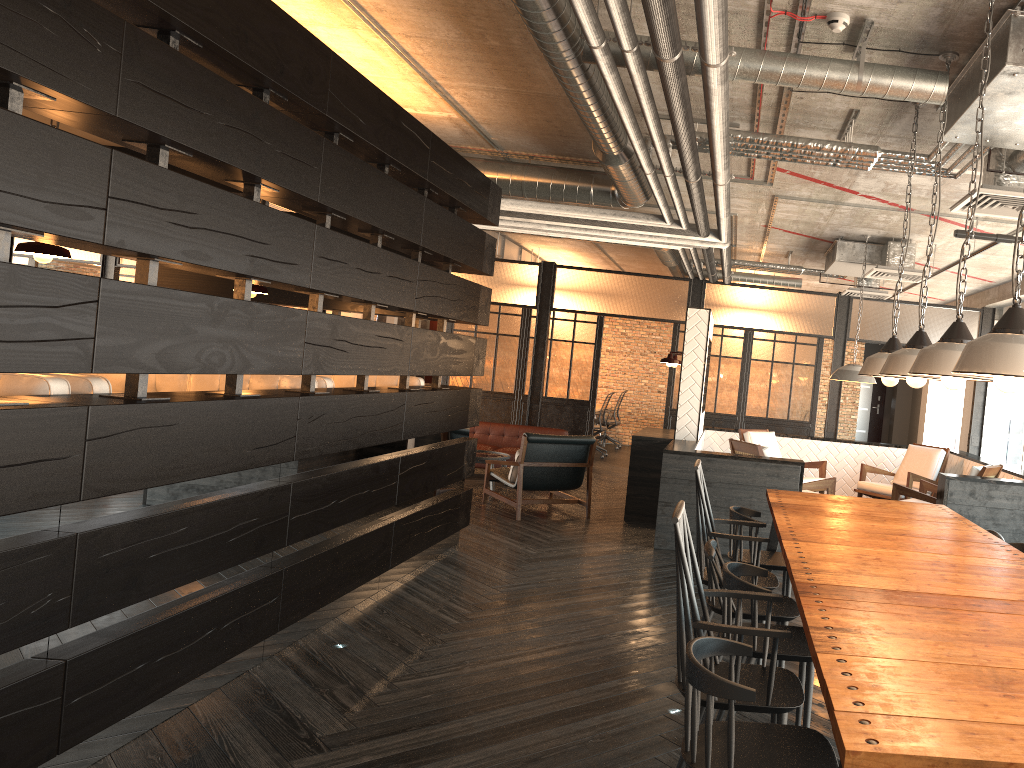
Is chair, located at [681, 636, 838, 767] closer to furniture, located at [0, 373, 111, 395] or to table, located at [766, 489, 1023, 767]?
table, located at [766, 489, 1023, 767]

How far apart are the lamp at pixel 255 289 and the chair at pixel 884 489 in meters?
6.1 m

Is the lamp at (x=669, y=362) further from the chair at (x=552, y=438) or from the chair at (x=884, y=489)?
the chair at (x=884, y=489)

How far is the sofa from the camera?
10.63m

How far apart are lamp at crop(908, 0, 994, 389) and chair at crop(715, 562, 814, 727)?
0.94m

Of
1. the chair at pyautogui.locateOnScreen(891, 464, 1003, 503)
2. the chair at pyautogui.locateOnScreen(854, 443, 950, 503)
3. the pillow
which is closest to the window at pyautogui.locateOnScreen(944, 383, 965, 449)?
the chair at pyautogui.locateOnScreen(854, 443, 950, 503)

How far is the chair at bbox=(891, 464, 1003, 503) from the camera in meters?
6.8 m

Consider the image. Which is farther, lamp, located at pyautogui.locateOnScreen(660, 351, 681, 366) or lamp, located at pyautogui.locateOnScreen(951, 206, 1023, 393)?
lamp, located at pyautogui.locateOnScreen(660, 351, 681, 366)

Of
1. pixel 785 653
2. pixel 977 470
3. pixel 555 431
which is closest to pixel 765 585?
pixel 785 653

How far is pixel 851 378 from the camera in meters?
8.0
